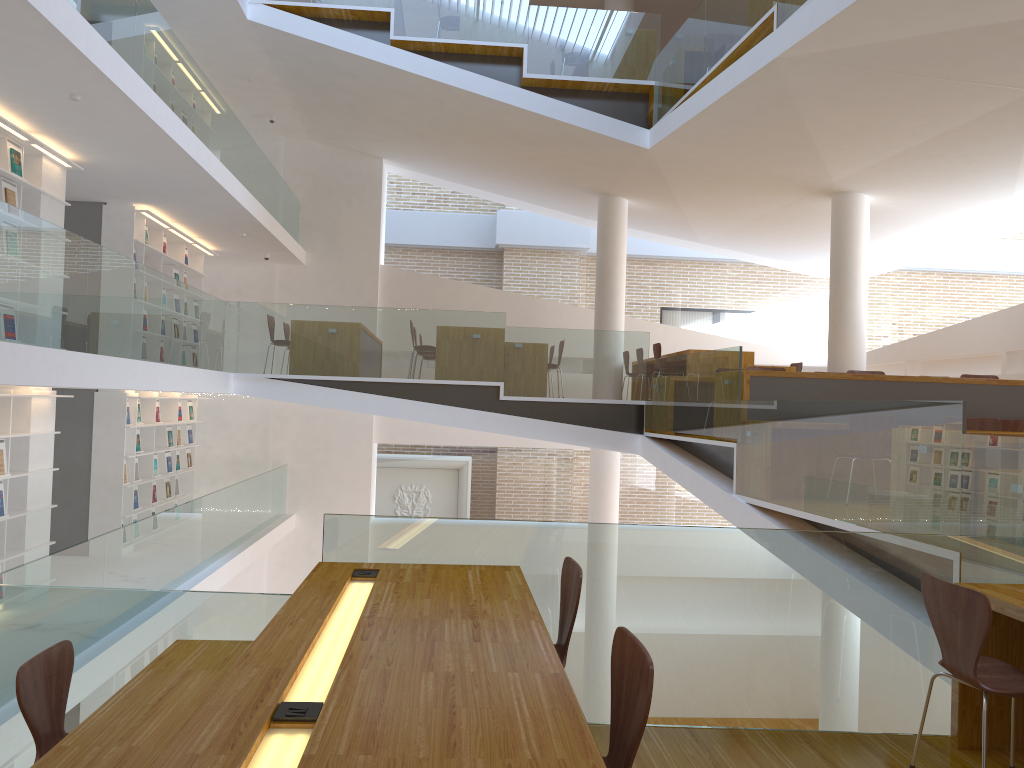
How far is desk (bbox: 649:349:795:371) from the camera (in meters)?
10.13

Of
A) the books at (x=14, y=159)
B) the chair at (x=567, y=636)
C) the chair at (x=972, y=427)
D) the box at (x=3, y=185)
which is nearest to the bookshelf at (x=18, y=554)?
the box at (x=3, y=185)

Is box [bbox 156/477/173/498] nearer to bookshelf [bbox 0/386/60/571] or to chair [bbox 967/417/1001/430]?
bookshelf [bbox 0/386/60/571]

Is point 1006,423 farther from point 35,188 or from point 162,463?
point 162,463

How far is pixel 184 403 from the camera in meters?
12.3 m

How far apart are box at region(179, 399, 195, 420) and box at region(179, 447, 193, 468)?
0.47m

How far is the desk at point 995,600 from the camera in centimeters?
308cm

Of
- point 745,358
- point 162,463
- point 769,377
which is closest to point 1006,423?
point 769,377

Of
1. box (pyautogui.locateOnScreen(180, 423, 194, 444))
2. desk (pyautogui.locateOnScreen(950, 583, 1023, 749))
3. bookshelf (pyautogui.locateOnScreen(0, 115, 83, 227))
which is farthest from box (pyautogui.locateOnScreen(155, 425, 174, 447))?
desk (pyautogui.locateOnScreen(950, 583, 1023, 749))

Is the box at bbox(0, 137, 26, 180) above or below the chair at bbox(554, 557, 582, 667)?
above
